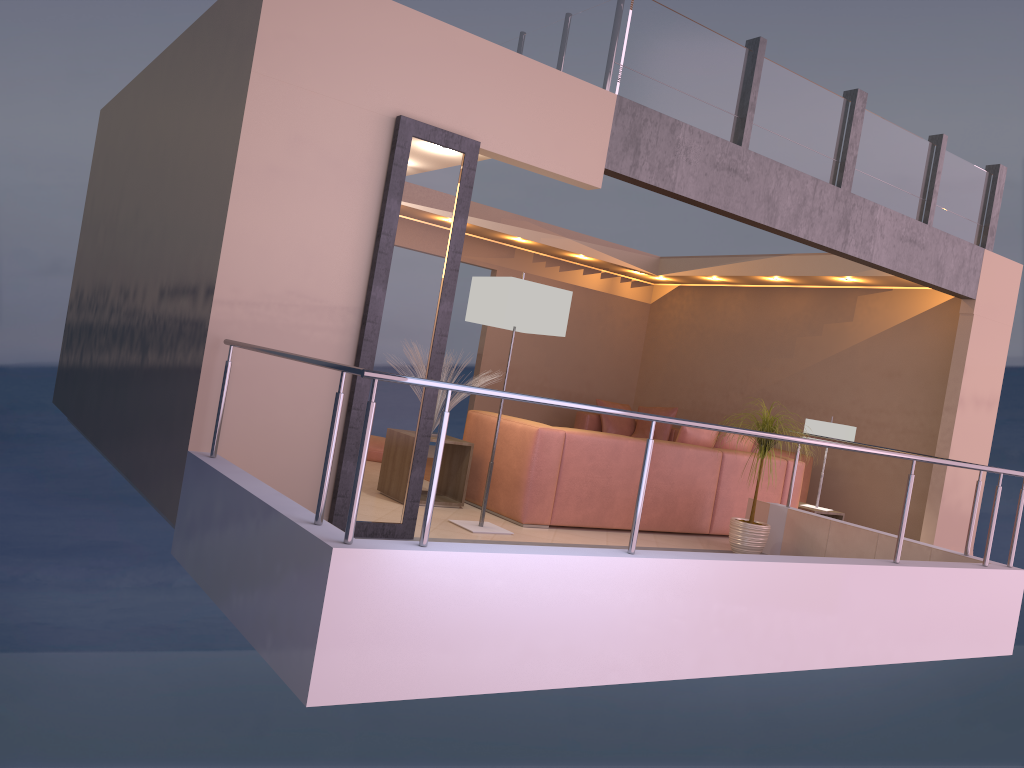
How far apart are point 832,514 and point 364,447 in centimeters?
578cm

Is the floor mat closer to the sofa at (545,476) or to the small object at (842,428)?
the sofa at (545,476)

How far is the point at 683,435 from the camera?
6.7m

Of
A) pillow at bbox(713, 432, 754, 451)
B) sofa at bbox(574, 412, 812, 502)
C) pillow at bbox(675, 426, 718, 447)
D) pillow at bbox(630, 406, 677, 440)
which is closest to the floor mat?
pillow at bbox(675, 426, 718, 447)

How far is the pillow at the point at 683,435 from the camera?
6.73m

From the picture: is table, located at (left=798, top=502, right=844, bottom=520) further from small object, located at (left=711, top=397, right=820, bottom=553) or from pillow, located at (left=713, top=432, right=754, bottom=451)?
small object, located at (left=711, top=397, right=820, bottom=553)

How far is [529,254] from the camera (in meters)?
10.70

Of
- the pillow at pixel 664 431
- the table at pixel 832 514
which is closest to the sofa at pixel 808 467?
the pillow at pixel 664 431

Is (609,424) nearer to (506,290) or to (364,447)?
(506,290)

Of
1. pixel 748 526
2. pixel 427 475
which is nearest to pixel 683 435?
pixel 748 526
